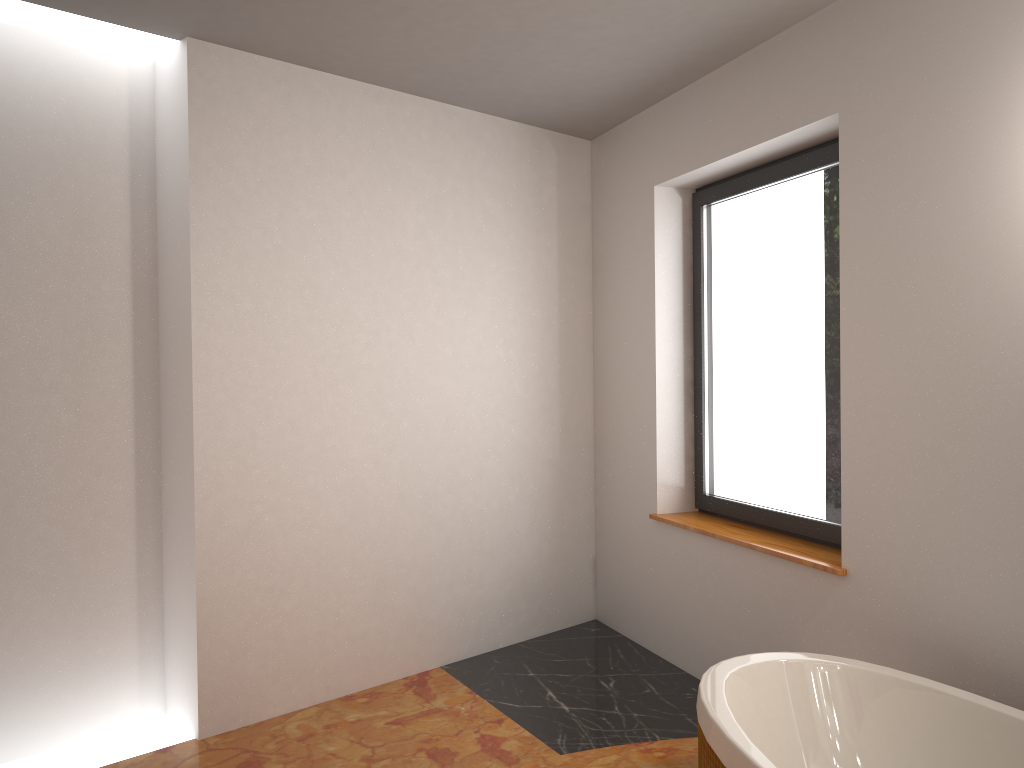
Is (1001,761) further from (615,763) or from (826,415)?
(826,415)

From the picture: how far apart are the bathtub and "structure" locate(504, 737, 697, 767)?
0.4 meters

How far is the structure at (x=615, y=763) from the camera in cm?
275

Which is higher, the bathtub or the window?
the window

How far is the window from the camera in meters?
3.3

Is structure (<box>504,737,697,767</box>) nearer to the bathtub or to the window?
the bathtub

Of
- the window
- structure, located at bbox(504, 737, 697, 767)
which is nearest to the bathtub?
structure, located at bbox(504, 737, 697, 767)

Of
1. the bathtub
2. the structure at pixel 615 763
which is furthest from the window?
the structure at pixel 615 763

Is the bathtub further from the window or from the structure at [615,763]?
the window

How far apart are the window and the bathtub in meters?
0.8
